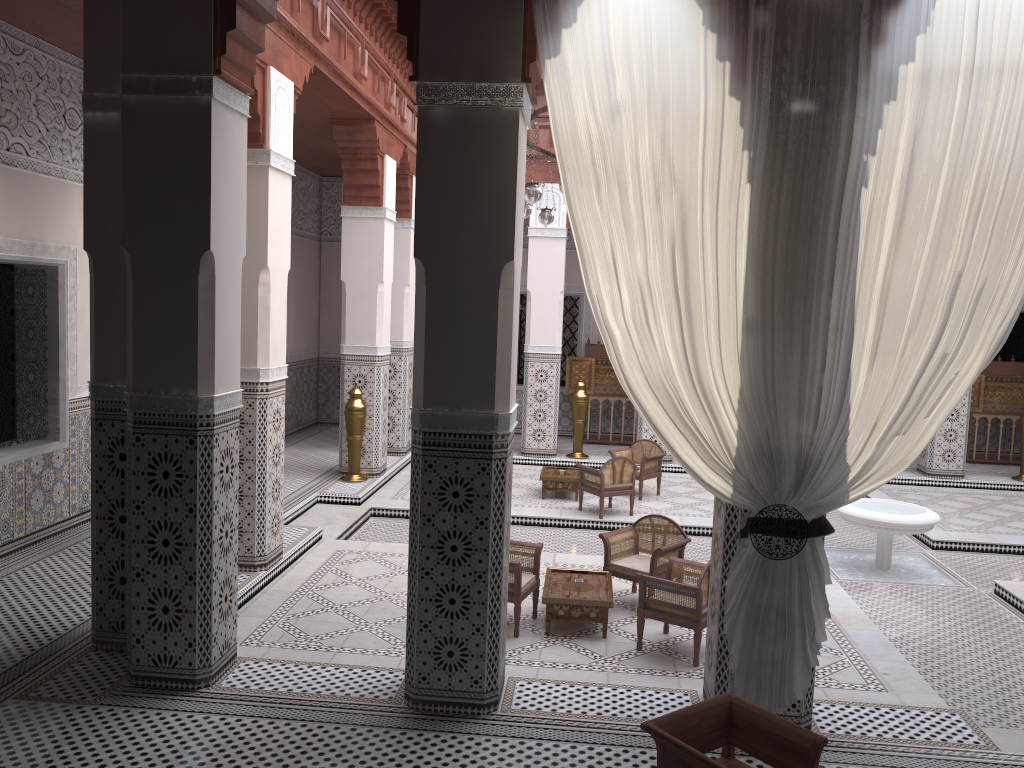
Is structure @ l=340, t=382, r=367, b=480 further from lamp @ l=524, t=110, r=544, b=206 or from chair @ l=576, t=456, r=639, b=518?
lamp @ l=524, t=110, r=544, b=206

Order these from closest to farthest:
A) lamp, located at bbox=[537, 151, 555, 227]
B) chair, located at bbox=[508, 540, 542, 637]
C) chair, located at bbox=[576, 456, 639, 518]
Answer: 1. chair, located at bbox=[508, 540, 542, 637]
2. lamp, located at bbox=[537, 151, 555, 227]
3. chair, located at bbox=[576, 456, 639, 518]

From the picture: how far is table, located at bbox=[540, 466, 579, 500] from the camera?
4.81m

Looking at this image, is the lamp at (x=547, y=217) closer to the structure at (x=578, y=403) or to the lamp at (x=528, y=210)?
the lamp at (x=528, y=210)

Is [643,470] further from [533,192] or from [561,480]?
[533,192]

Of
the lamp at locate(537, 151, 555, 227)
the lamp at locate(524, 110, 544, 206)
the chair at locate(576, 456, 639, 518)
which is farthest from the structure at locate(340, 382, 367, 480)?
the lamp at locate(524, 110, 544, 206)

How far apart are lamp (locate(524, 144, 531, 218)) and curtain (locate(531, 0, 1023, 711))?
2.1m

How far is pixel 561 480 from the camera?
4.81m

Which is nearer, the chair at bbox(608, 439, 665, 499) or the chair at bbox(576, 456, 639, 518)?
the chair at bbox(576, 456, 639, 518)

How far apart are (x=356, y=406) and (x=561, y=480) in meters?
1.2
